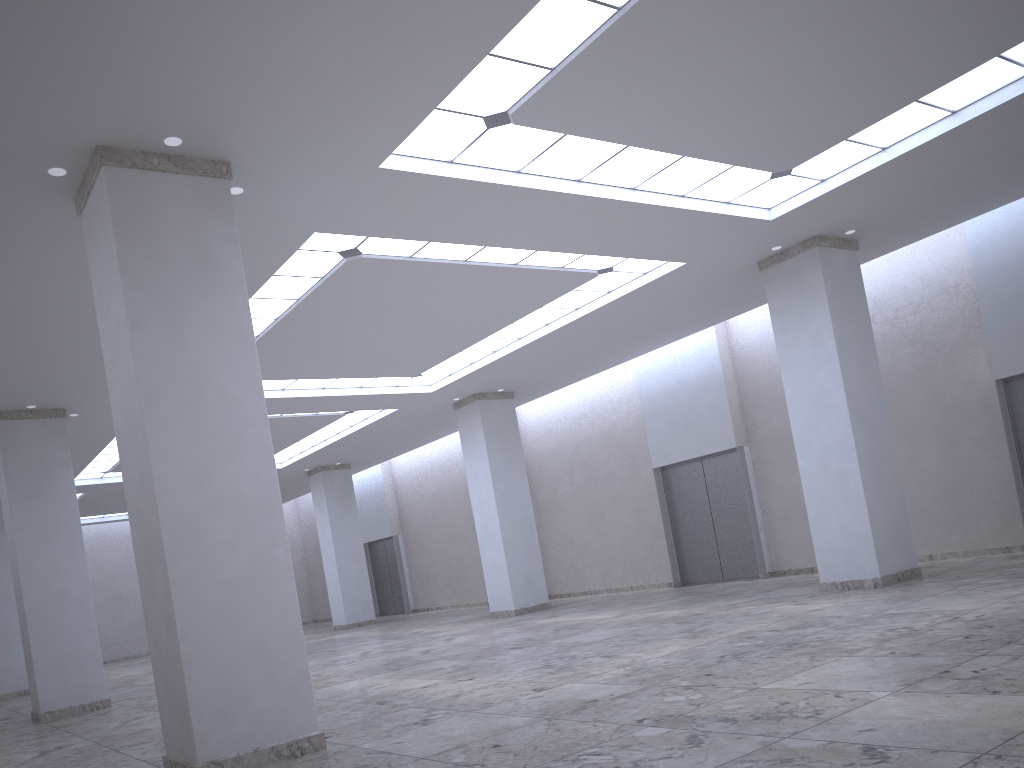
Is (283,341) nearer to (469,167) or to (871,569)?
(469,167)
